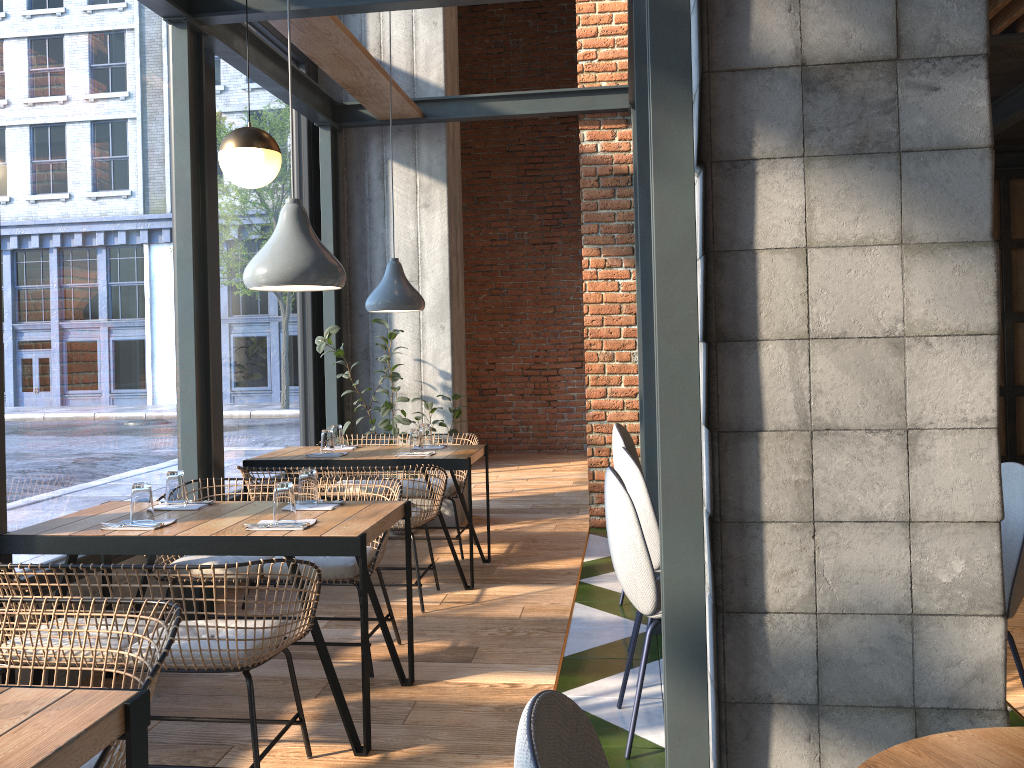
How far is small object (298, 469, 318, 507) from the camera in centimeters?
335cm

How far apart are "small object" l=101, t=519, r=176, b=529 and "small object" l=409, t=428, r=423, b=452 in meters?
2.0 m

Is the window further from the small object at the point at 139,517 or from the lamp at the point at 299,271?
the lamp at the point at 299,271

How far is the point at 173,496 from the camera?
3.4 meters

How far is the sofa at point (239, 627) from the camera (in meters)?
2.52

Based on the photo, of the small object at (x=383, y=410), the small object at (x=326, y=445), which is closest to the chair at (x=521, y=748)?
the small object at (x=326, y=445)

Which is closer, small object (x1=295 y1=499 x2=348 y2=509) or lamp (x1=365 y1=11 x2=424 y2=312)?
small object (x1=295 y1=499 x2=348 y2=509)

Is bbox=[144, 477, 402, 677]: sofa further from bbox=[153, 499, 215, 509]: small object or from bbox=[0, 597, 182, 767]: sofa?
bbox=[0, 597, 182, 767]: sofa

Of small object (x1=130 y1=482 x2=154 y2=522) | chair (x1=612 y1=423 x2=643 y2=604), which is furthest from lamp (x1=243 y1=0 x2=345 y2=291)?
chair (x1=612 y1=423 x2=643 y2=604)

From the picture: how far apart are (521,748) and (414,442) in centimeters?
403cm
